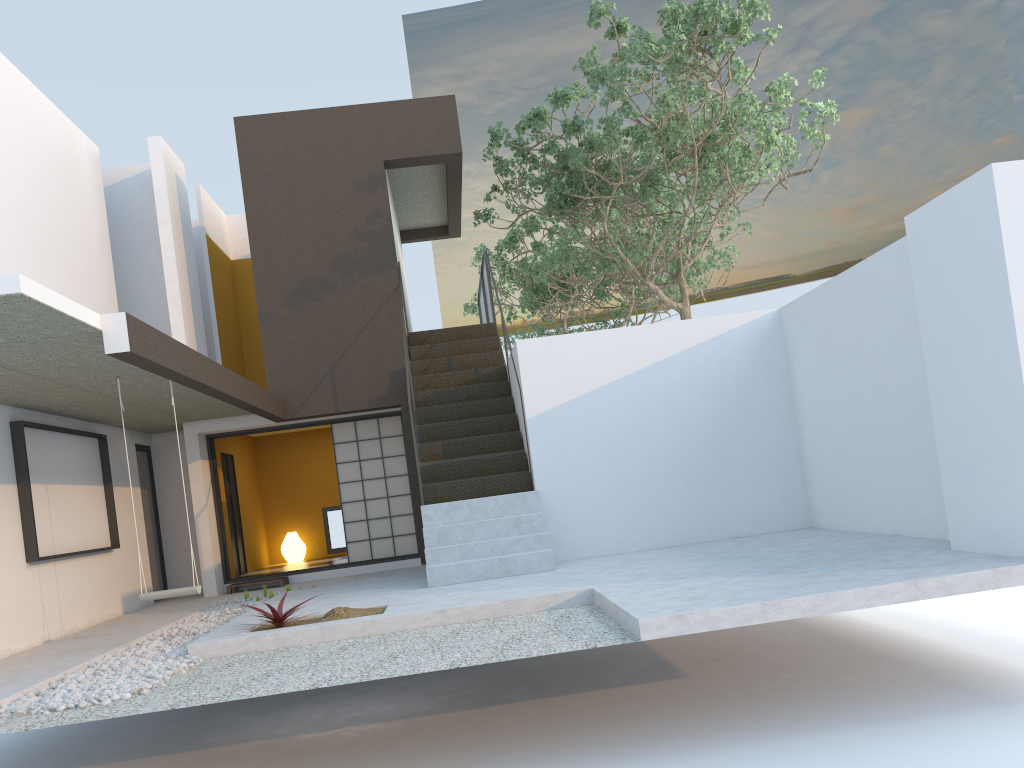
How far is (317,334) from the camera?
10.9m

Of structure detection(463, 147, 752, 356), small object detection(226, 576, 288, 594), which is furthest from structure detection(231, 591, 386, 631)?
structure detection(463, 147, 752, 356)

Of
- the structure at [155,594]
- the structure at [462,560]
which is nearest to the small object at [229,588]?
the structure at [462,560]

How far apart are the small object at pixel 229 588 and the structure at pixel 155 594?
3.80m

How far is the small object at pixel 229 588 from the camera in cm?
1078

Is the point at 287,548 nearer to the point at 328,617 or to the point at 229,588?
the point at 229,588

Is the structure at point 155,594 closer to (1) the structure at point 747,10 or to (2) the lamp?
(1) the structure at point 747,10

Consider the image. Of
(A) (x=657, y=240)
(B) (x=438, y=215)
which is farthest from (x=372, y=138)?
(A) (x=657, y=240)

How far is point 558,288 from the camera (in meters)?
16.43

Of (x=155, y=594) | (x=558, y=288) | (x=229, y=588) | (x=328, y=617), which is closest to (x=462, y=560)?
(x=328, y=617)
